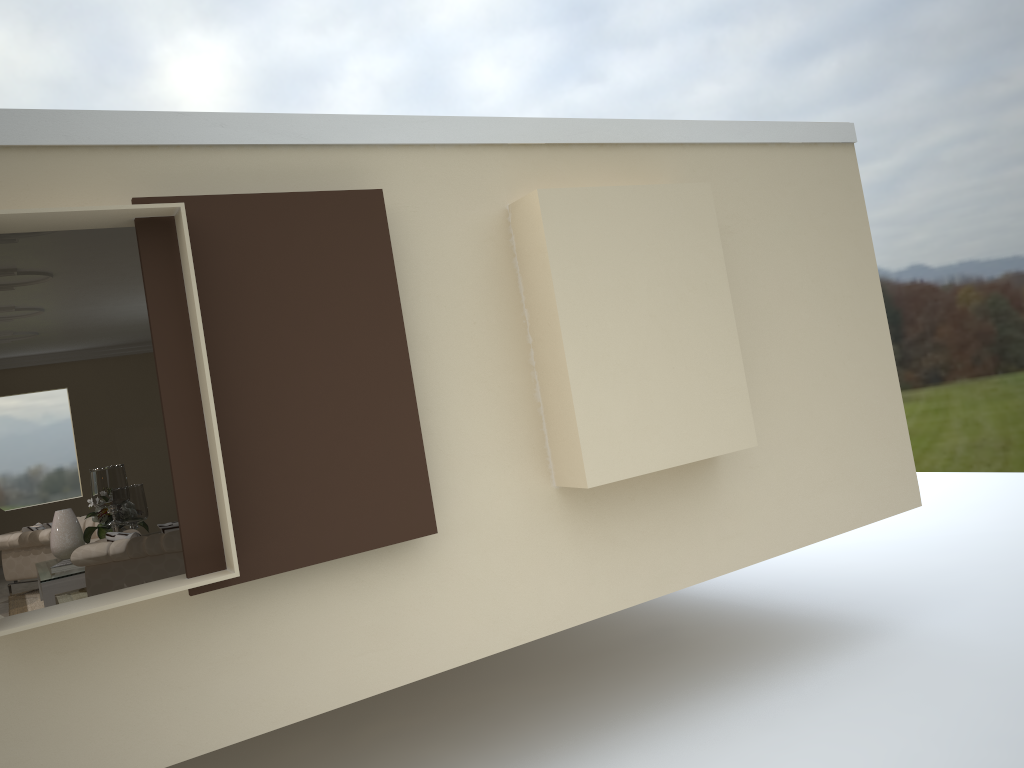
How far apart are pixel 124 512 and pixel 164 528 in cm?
127

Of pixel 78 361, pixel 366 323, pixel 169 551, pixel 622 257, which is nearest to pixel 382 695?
pixel 169 551

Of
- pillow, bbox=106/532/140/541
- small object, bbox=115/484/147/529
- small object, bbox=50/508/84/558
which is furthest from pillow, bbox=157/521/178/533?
small object, bbox=50/508/84/558

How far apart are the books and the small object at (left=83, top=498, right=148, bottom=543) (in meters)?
0.41

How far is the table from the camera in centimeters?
610cm

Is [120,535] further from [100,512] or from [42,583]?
[100,512]

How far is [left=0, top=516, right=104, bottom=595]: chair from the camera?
7.40m

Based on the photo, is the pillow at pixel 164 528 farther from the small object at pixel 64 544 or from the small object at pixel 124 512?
the small object at pixel 64 544

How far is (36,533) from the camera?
7.40m

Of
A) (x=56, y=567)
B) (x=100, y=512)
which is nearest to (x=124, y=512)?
(x=100, y=512)
